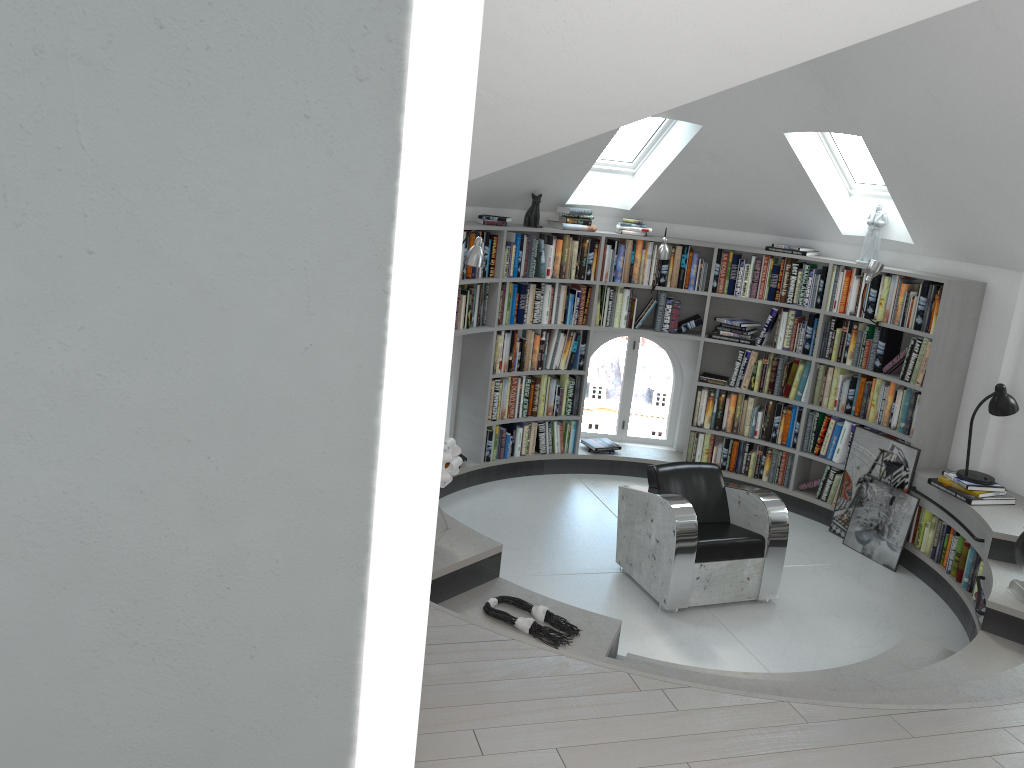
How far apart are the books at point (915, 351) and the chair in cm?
158

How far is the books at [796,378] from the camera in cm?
713

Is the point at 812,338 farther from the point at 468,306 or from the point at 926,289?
the point at 468,306

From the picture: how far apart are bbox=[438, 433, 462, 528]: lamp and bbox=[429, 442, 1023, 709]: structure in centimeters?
31cm

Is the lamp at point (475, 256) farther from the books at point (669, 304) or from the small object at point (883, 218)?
the small object at point (883, 218)

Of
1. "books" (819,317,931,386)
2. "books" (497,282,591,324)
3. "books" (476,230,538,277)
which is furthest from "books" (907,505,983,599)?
"books" (476,230,538,277)

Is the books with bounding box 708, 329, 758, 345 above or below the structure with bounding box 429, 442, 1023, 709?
above

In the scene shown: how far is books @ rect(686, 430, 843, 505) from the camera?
7.0 meters

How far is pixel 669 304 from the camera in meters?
7.3

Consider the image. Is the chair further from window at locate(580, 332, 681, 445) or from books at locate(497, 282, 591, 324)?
window at locate(580, 332, 681, 445)
